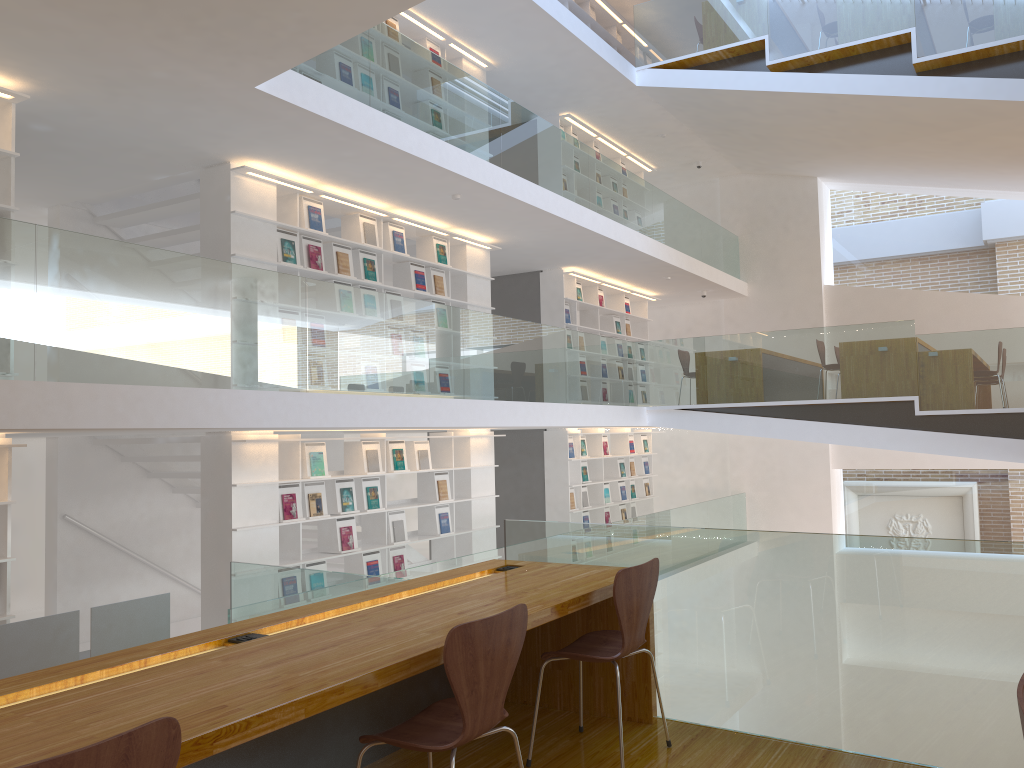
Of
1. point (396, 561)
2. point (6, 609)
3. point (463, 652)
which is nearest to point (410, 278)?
point (396, 561)

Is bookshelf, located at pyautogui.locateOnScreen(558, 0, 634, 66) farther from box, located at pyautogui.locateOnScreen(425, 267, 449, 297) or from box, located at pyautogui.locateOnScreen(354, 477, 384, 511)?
box, located at pyautogui.locateOnScreen(354, 477, 384, 511)

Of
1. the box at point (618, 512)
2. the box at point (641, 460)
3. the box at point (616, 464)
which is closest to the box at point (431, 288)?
the box at point (616, 464)

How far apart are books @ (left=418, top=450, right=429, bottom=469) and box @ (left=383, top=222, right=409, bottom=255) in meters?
2.0 m

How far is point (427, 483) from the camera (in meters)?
8.85

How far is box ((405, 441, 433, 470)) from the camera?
8.5m

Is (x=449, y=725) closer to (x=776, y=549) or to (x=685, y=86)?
(x=776, y=549)

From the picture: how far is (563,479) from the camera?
11.2m

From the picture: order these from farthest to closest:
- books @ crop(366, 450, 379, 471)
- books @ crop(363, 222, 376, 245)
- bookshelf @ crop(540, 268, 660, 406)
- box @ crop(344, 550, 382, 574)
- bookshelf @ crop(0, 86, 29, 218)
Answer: bookshelf @ crop(540, 268, 660, 406) < books @ crop(363, 222, 376, 245) < books @ crop(366, 450, 379, 471) < box @ crop(344, 550, 382, 574) < bookshelf @ crop(0, 86, 29, 218)

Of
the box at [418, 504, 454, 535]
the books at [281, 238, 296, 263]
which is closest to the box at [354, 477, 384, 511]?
the box at [418, 504, 454, 535]
